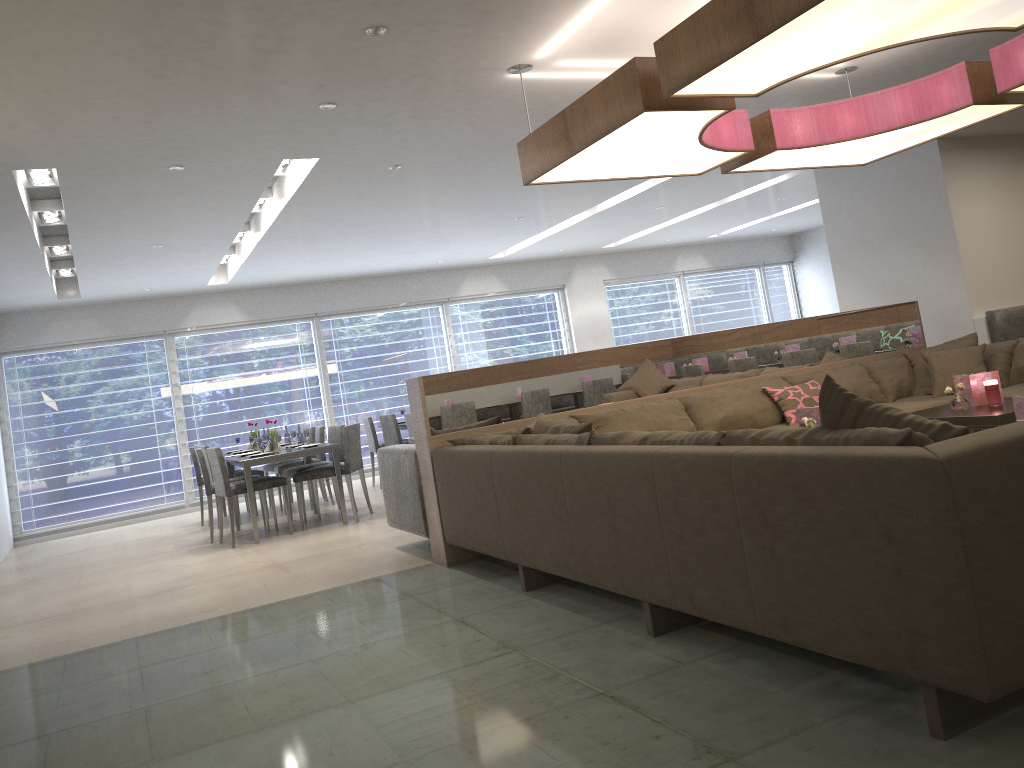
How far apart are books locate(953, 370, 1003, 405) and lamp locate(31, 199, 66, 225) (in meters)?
6.01

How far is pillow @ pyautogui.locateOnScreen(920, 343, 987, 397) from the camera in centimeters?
534cm

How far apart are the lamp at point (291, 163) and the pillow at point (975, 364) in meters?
4.4

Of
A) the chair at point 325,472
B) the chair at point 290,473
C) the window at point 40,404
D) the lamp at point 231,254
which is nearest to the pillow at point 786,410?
the chair at point 325,472

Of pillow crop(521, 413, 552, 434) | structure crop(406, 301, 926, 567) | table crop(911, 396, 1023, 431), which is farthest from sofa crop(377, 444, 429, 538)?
table crop(911, 396, 1023, 431)

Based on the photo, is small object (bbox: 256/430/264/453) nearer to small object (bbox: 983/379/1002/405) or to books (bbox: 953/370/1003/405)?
books (bbox: 953/370/1003/405)

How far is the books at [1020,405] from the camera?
3.1m

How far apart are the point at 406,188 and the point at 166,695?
4.42m

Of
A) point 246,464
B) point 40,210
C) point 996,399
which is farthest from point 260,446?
point 996,399

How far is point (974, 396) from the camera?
4.5m
